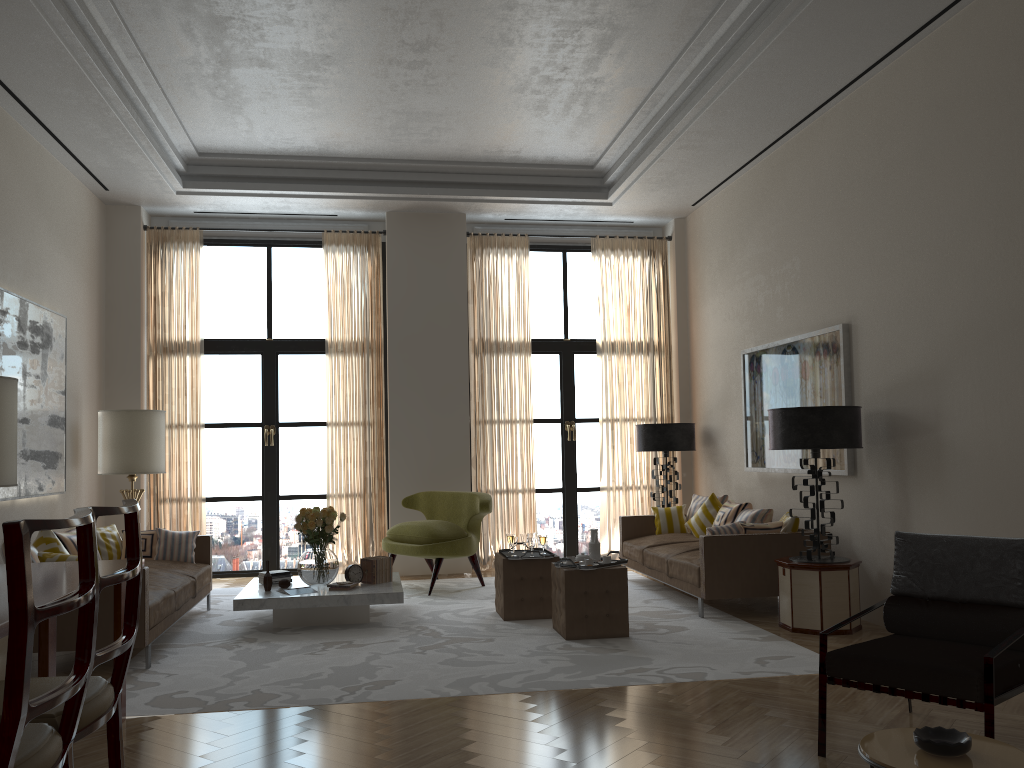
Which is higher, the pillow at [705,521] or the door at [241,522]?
the door at [241,522]

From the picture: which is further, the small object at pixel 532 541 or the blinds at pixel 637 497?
the blinds at pixel 637 497

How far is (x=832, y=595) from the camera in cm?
778

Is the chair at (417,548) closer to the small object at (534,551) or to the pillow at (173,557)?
the small object at (534,551)

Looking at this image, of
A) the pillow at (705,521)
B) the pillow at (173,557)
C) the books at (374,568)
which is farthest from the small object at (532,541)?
the pillow at (173,557)

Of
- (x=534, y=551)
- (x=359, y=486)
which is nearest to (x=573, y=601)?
(x=534, y=551)

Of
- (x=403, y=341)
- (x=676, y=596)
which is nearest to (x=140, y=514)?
(x=403, y=341)

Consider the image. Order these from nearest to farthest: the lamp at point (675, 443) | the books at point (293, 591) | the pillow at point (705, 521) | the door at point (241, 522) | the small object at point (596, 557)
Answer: the small object at point (596, 557) → the books at point (293, 591) → the pillow at point (705, 521) → the lamp at point (675, 443) → the door at point (241, 522)

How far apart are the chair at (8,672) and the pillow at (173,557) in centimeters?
667cm

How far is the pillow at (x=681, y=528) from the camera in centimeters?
1121cm
